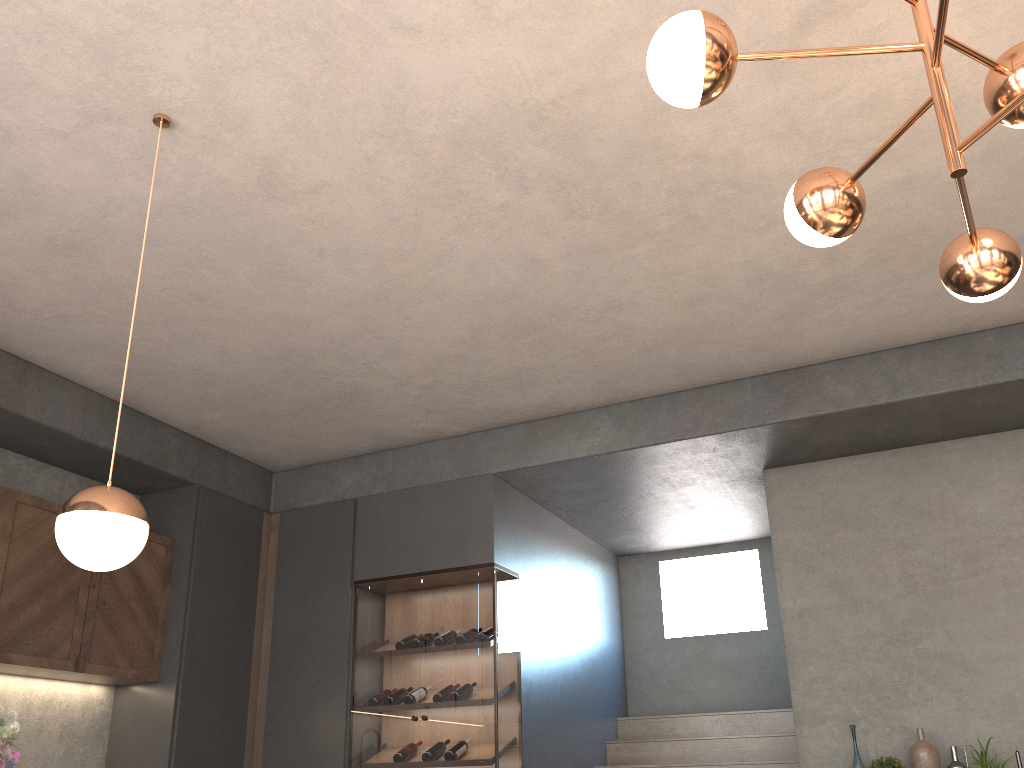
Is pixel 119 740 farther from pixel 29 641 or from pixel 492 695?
pixel 492 695

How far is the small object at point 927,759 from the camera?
4.4m

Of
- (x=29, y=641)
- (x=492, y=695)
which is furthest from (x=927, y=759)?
(x=29, y=641)

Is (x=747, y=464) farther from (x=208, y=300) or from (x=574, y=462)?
(x=208, y=300)

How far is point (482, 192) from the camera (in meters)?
3.43

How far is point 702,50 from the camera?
1.9m

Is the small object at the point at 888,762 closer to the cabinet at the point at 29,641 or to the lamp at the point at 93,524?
the lamp at the point at 93,524

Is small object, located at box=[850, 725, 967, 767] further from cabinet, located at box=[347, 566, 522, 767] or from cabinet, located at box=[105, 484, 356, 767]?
cabinet, located at box=[105, 484, 356, 767]

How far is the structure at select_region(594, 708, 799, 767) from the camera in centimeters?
583cm

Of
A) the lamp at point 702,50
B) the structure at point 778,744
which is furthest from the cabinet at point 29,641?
the lamp at point 702,50
